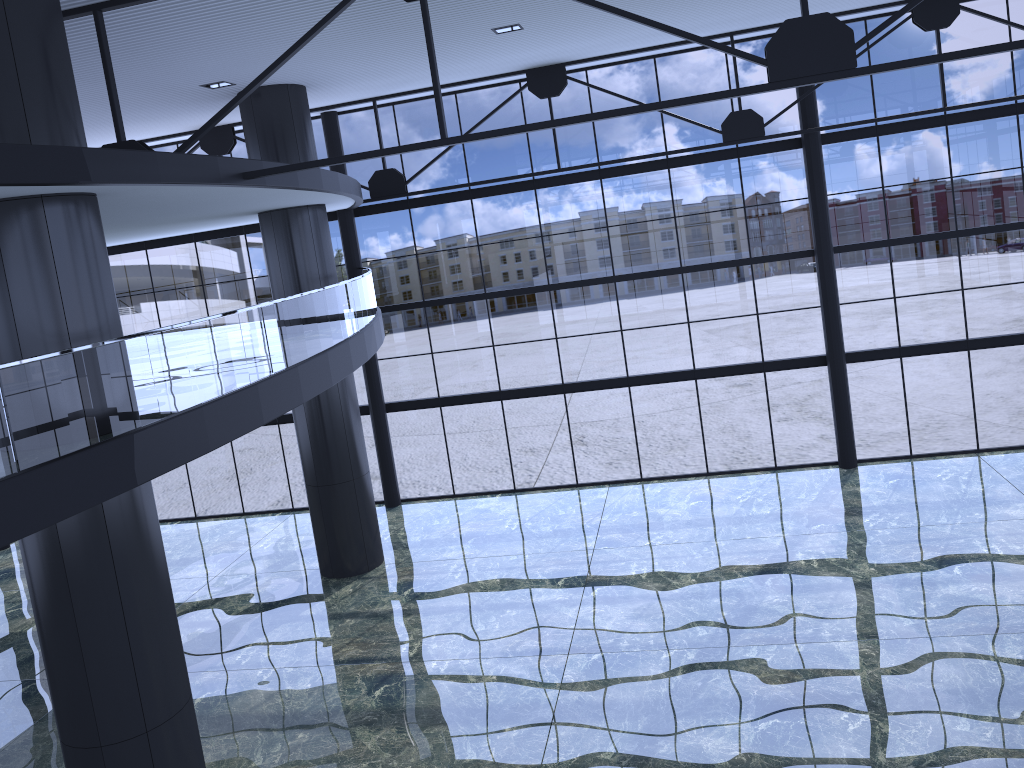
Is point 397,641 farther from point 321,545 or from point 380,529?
point 380,529

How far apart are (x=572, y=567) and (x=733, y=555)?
3.69m
